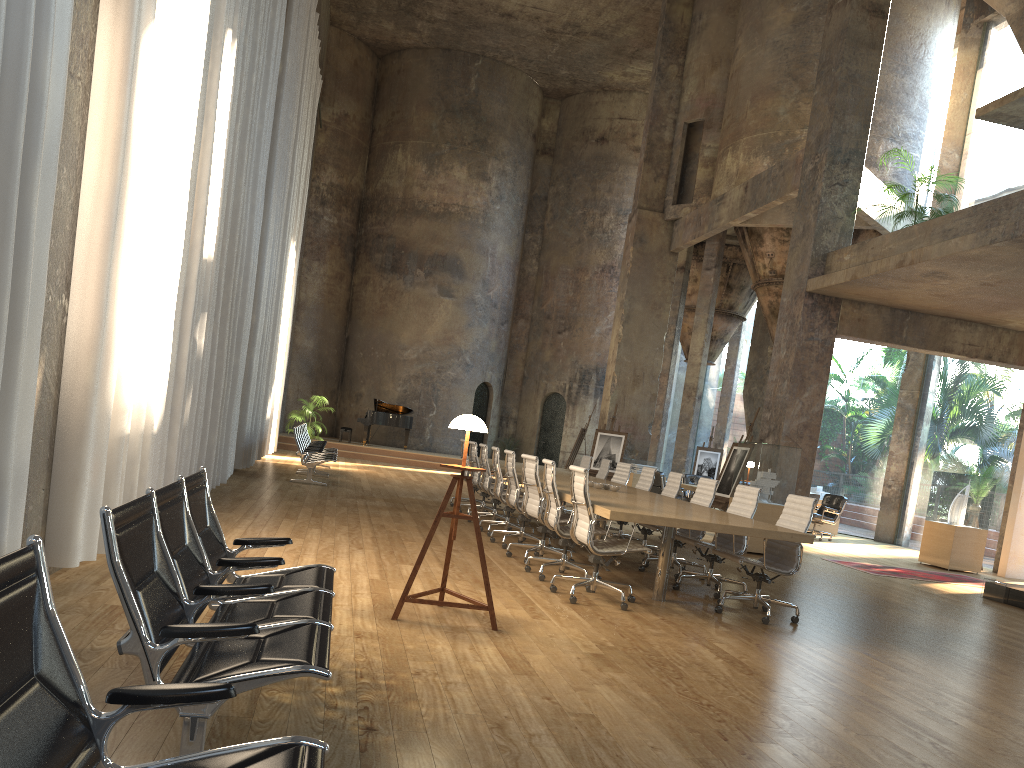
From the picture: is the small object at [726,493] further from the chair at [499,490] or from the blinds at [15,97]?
the blinds at [15,97]

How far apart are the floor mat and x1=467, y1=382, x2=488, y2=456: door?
15.4 meters

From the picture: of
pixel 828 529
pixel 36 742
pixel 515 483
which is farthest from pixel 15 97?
pixel 828 529

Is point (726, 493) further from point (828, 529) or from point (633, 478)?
point (828, 529)

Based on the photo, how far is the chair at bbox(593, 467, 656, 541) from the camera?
10.54m

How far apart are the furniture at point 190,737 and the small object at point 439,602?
1.0 meters

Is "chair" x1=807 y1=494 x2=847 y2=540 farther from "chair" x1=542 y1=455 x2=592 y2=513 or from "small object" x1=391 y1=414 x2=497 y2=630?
"small object" x1=391 y1=414 x2=497 y2=630

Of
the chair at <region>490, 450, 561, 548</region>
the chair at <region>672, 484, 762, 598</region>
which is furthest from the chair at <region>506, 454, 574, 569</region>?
the chair at <region>672, 484, 762, 598</region>

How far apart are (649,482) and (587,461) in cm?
269

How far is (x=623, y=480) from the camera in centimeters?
1149cm
